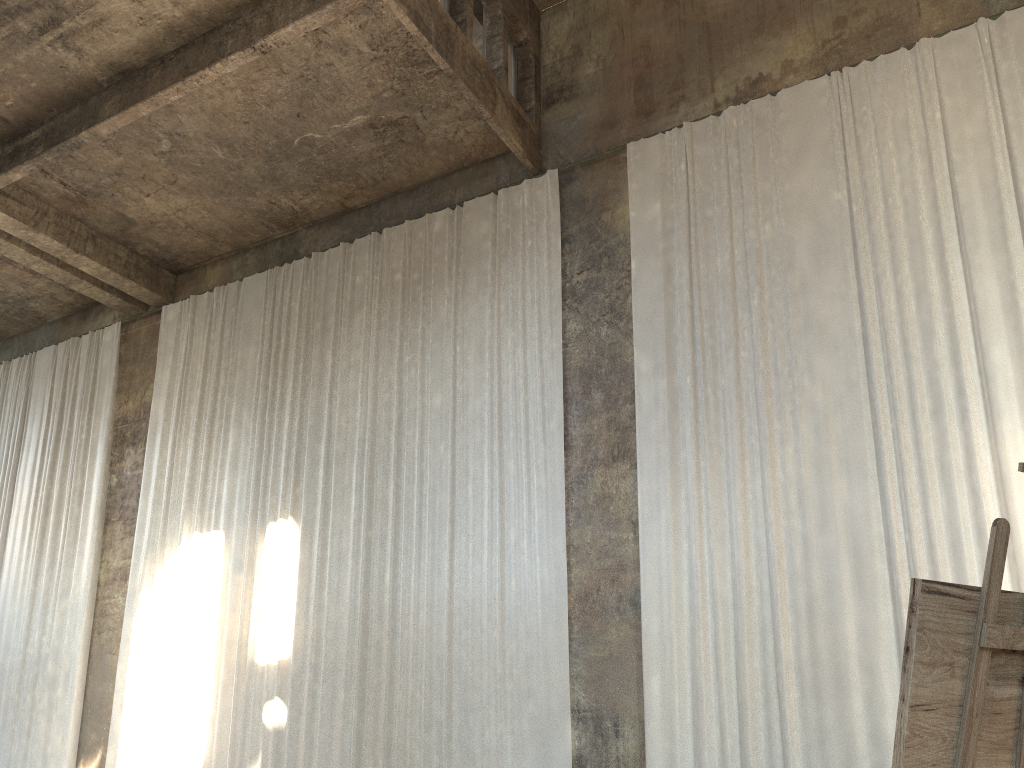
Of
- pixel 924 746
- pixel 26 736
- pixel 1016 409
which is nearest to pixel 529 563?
pixel 1016 409

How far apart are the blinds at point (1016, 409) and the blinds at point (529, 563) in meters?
0.9

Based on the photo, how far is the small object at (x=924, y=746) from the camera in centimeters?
163cm

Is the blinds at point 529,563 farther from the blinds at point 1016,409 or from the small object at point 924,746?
the small object at point 924,746

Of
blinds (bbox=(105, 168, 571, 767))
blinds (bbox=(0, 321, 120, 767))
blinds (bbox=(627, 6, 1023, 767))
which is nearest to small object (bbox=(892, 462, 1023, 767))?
blinds (bbox=(627, 6, 1023, 767))

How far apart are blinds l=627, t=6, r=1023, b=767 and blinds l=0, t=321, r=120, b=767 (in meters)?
9.42

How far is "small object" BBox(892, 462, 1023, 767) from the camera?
1.6 meters

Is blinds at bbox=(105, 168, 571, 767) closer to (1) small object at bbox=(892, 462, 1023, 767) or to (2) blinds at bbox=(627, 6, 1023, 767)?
(2) blinds at bbox=(627, 6, 1023, 767)

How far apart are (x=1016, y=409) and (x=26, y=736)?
14.6 meters

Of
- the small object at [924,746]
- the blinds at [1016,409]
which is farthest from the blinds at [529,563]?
the small object at [924,746]
